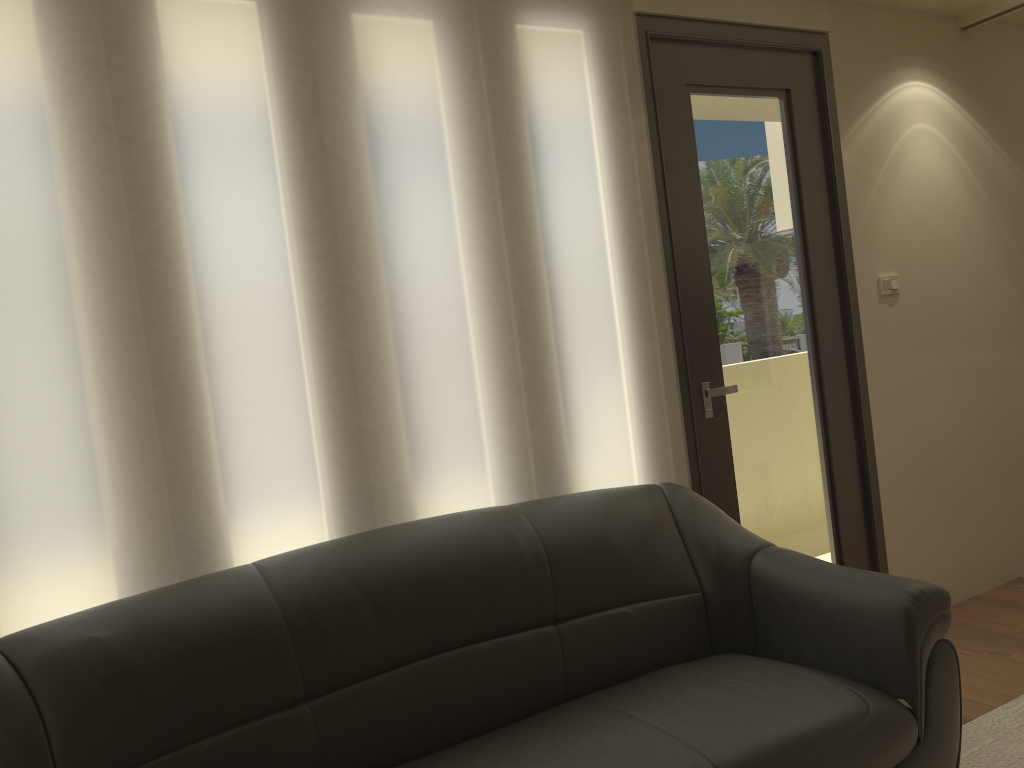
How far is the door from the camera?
3.21m

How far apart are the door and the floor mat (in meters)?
0.81

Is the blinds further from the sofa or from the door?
the sofa

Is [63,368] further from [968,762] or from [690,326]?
[968,762]

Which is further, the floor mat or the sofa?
the floor mat

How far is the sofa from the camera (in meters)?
1.87

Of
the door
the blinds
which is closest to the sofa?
the blinds

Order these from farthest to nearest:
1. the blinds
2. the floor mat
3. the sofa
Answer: the floor mat < the blinds < the sofa

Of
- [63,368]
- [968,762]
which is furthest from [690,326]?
[63,368]

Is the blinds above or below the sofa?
above
